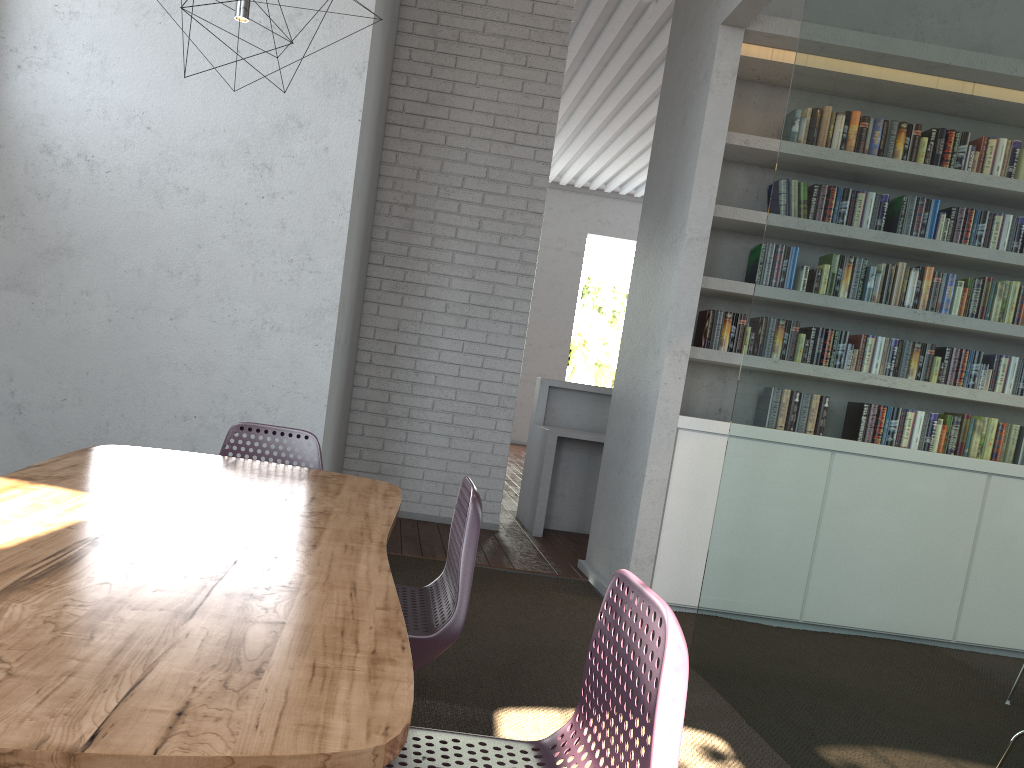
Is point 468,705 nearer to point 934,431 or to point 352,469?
point 934,431

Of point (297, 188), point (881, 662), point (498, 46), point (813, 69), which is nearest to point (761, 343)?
point (813, 69)
